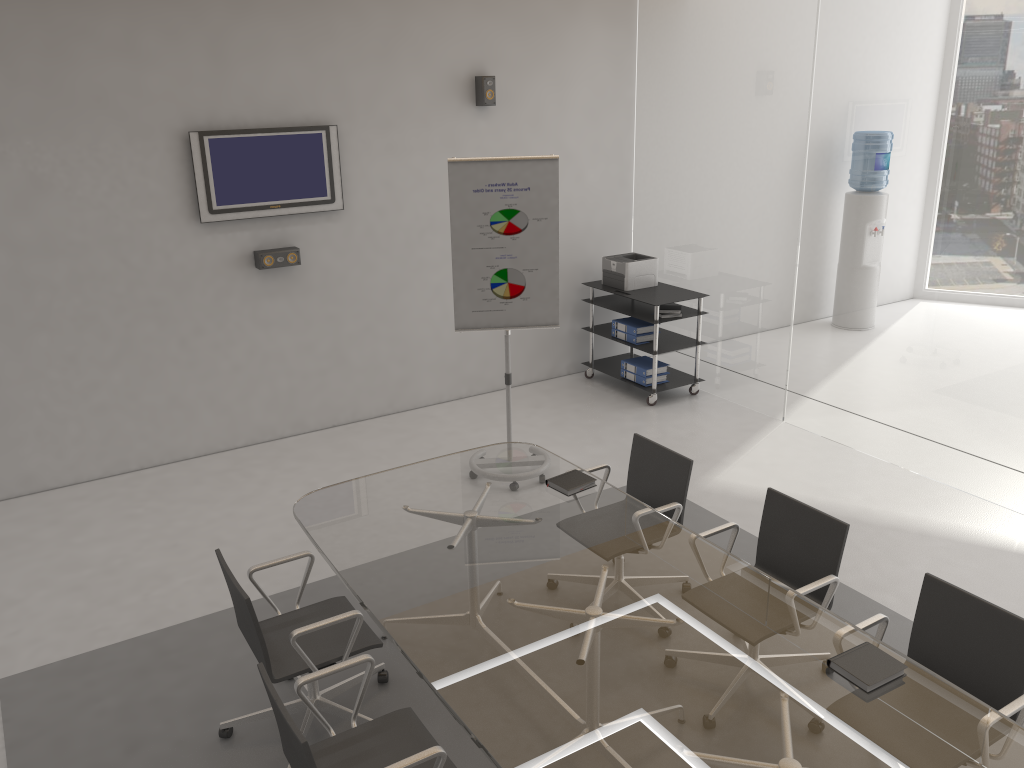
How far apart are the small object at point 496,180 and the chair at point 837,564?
2.1 meters

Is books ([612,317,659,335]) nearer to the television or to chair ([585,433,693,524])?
the television

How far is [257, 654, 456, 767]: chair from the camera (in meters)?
2.58

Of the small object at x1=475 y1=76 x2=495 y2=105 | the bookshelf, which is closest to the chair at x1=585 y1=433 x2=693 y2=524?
the bookshelf

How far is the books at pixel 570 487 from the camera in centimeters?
405cm

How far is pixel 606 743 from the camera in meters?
2.5 m

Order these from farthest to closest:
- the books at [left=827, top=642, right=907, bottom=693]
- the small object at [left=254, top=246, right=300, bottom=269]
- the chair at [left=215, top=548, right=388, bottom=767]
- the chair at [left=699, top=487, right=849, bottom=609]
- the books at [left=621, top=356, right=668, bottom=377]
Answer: the books at [left=621, top=356, right=668, bottom=377] < the small object at [left=254, top=246, right=300, bottom=269] < the chair at [left=699, top=487, right=849, bottom=609] < the chair at [left=215, top=548, right=388, bottom=767] < the books at [left=827, top=642, right=907, bottom=693]

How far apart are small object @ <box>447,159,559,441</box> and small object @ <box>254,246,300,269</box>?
1.4m

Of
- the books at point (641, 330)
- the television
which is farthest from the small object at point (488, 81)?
the books at point (641, 330)

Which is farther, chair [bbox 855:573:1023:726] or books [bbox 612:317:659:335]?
→ books [bbox 612:317:659:335]
